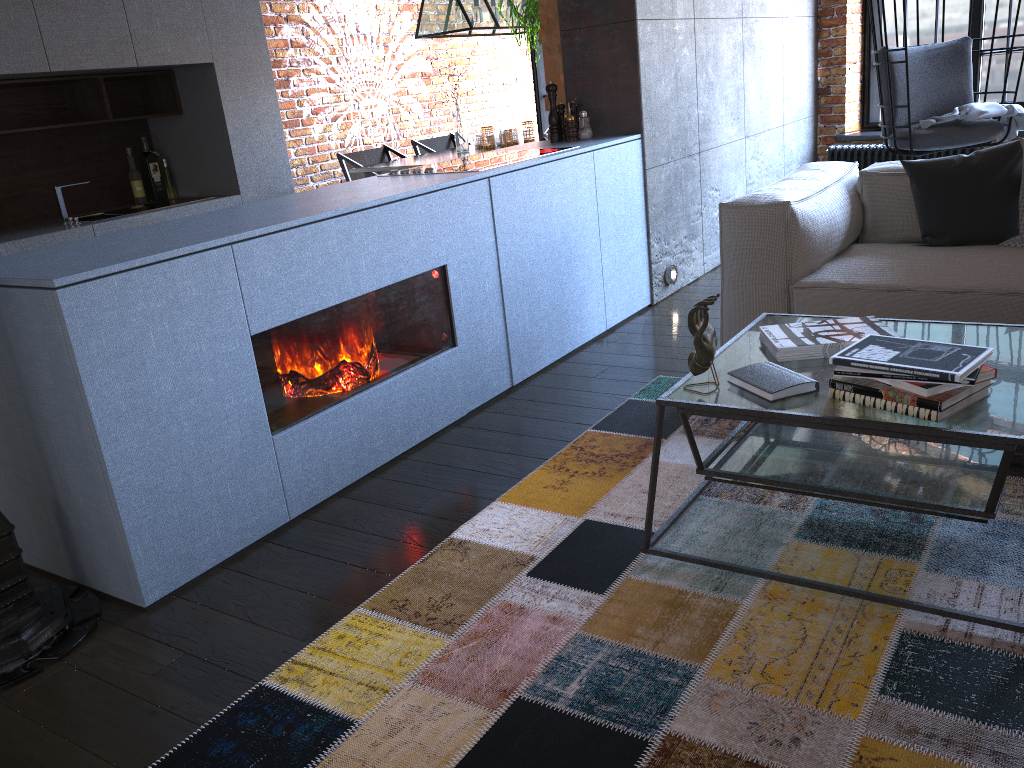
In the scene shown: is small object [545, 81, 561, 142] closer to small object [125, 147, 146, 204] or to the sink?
the sink

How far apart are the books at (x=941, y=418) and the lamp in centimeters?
419cm

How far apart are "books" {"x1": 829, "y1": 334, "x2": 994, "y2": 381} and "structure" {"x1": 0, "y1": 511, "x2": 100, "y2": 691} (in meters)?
1.83

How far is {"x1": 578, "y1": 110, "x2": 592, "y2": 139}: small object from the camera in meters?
4.2

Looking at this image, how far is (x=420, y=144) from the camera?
6.6m

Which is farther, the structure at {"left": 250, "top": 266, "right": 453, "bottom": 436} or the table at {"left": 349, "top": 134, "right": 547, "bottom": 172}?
the table at {"left": 349, "top": 134, "right": 547, "bottom": 172}

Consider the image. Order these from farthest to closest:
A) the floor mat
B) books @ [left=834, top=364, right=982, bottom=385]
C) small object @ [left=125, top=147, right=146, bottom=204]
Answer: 1. small object @ [left=125, top=147, right=146, bottom=204]
2. books @ [left=834, top=364, right=982, bottom=385]
3. the floor mat

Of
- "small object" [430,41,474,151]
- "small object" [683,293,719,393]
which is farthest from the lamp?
"small object" [683,293,719,393]

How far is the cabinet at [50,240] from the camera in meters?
4.2

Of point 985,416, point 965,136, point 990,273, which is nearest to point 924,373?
point 985,416
